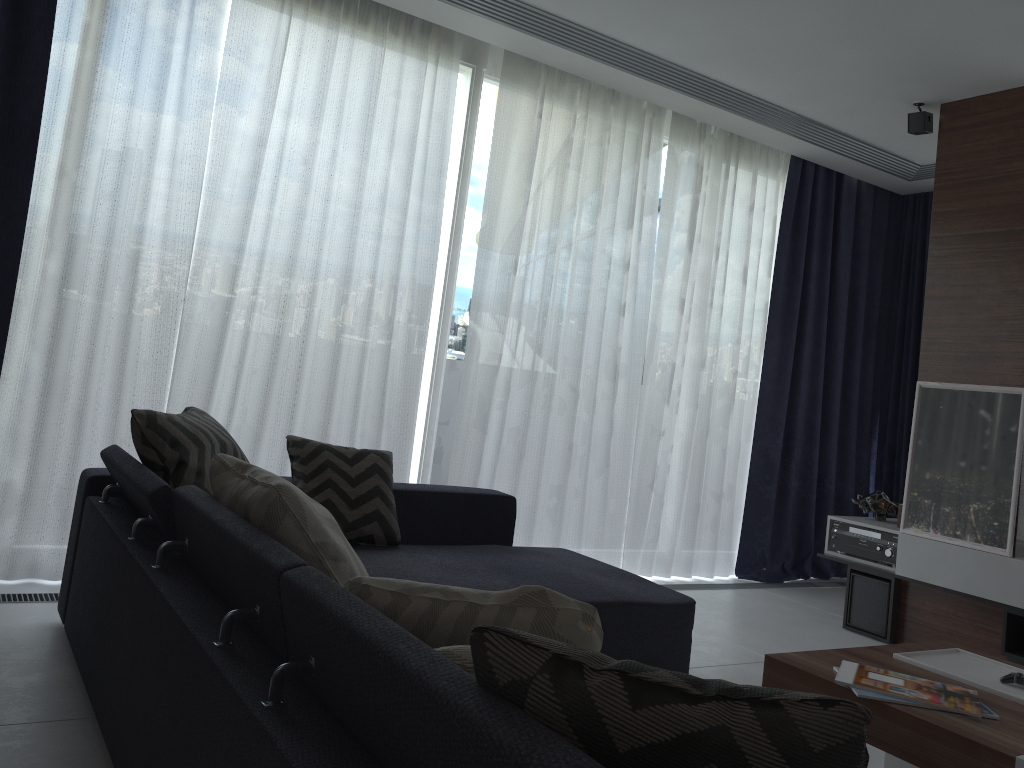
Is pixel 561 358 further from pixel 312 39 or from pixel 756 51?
pixel 312 39

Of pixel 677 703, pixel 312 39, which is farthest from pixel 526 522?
pixel 677 703

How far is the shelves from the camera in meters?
3.7

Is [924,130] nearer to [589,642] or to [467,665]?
[589,642]

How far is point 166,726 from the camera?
1.6 meters

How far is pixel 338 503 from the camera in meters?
3.1 m

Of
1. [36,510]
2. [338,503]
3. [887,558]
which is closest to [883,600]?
[887,558]

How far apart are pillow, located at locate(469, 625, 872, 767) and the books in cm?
135

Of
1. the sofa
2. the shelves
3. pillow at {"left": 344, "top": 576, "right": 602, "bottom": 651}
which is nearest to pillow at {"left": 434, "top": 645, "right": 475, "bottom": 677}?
the sofa

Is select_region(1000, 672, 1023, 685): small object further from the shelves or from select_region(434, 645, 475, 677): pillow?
select_region(434, 645, 475, 677): pillow
